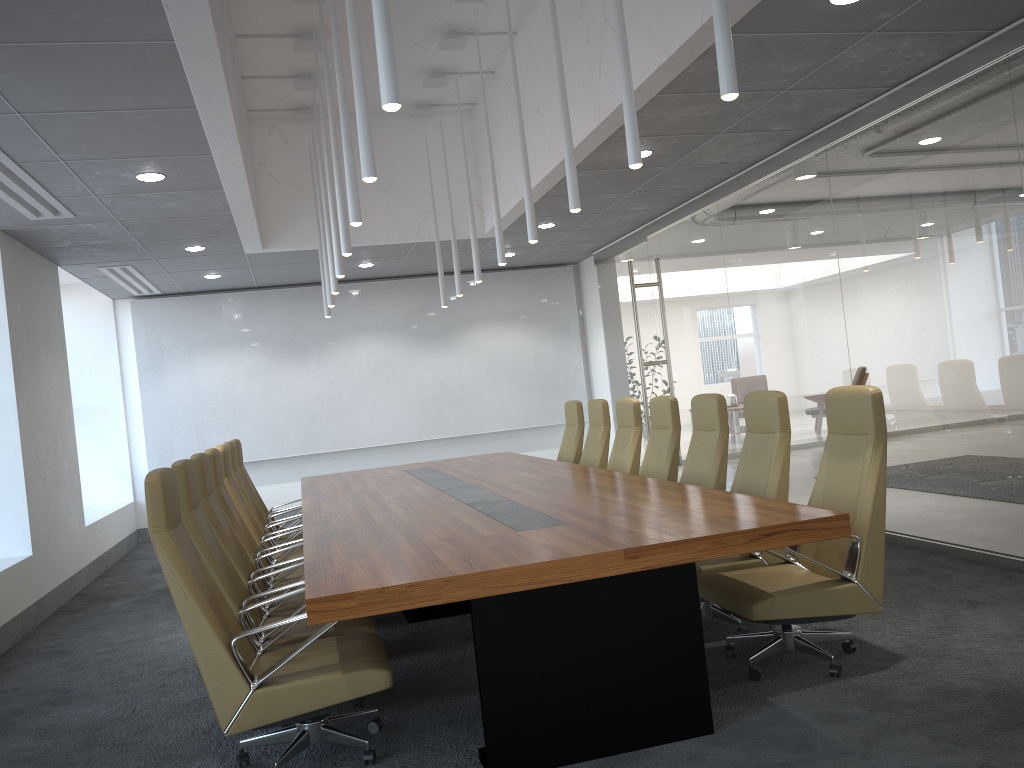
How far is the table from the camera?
3.6 meters

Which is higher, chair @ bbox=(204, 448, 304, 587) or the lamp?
the lamp

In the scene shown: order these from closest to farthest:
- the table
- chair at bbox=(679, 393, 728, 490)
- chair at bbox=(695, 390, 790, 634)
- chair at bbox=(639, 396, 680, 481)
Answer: the table, chair at bbox=(695, 390, 790, 634), chair at bbox=(679, 393, 728, 490), chair at bbox=(639, 396, 680, 481)

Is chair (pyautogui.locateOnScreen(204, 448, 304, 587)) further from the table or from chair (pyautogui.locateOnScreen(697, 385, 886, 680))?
chair (pyautogui.locateOnScreen(697, 385, 886, 680))

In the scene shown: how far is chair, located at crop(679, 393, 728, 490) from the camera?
6.1 meters

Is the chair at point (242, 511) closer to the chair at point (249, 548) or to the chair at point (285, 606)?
the chair at point (249, 548)

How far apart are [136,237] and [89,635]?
3.9m

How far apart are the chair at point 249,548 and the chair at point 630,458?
2.85m

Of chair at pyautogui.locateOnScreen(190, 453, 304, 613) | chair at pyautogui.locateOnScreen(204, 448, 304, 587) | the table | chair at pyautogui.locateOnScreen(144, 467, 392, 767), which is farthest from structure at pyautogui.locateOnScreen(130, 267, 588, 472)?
chair at pyautogui.locateOnScreen(144, 467, 392, 767)

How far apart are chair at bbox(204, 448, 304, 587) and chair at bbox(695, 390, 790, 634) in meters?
2.8 m
